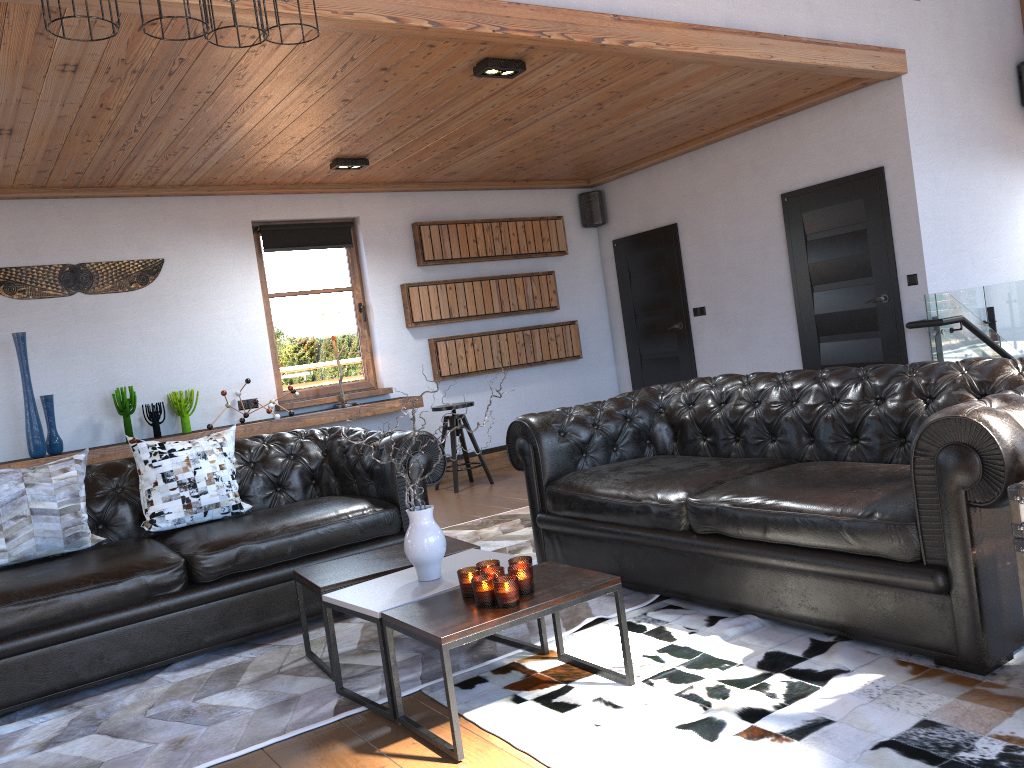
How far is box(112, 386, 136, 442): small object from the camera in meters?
6.5 m

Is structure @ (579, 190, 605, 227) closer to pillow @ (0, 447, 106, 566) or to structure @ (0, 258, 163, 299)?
structure @ (0, 258, 163, 299)

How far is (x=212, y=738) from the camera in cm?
289

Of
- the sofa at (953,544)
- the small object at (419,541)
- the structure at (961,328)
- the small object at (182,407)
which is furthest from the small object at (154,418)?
the structure at (961,328)

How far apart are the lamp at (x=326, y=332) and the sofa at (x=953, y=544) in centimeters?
325cm

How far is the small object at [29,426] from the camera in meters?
6.1 m

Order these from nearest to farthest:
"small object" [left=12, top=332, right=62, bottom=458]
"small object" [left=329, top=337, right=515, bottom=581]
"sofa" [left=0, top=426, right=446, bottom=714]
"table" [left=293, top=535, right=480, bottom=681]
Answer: "small object" [left=329, top=337, right=515, bottom=581], "table" [left=293, top=535, right=480, bottom=681], "sofa" [left=0, top=426, right=446, bottom=714], "small object" [left=12, top=332, right=62, bottom=458]

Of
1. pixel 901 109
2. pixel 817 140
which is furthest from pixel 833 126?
pixel 901 109

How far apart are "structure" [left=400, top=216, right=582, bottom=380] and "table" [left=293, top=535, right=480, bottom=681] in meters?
4.4

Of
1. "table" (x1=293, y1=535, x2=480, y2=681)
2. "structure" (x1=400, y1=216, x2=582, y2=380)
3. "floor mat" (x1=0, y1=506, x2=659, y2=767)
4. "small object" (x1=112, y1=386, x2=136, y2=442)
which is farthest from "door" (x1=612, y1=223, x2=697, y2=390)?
"table" (x1=293, y1=535, x2=480, y2=681)
